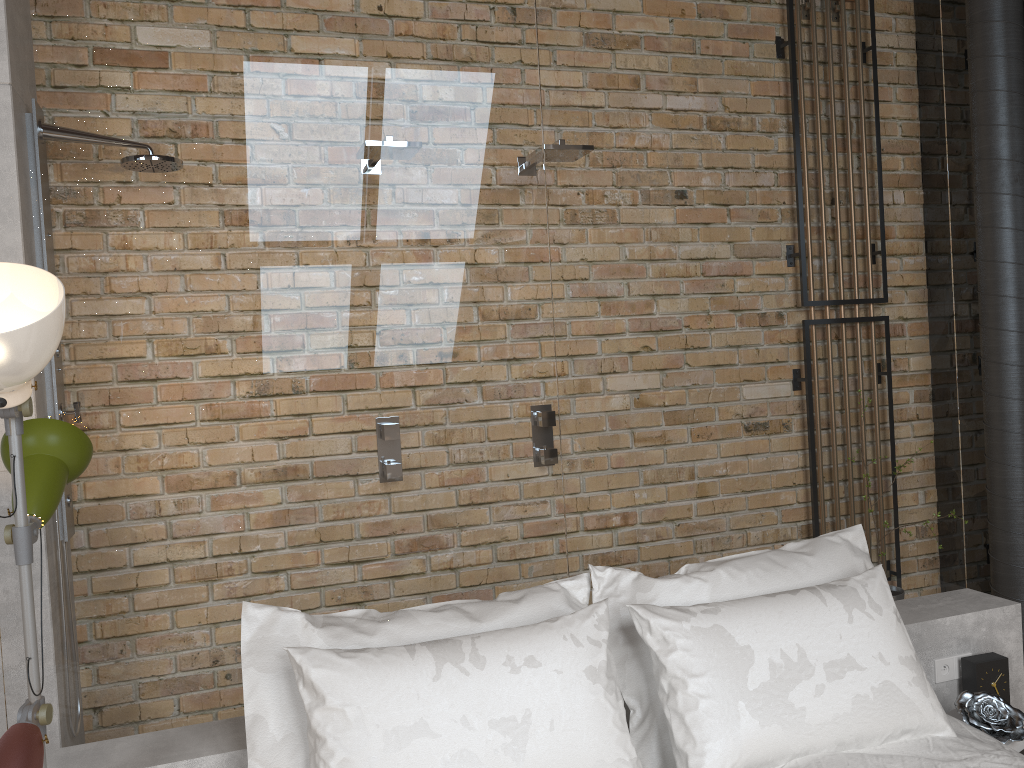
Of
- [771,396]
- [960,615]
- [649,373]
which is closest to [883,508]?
[960,615]

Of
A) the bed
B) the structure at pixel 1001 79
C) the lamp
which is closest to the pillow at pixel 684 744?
the bed

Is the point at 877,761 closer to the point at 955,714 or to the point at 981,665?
the point at 955,714

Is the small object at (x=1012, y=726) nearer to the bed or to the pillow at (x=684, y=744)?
the bed

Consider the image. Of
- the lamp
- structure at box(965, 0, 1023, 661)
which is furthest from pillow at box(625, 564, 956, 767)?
structure at box(965, 0, 1023, 661)

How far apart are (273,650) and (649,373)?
1.27m

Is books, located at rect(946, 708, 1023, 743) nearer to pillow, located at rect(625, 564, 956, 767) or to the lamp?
pillow, located at rect(625, 564, 956, 767)

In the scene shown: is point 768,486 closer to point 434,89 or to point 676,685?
point 676,685

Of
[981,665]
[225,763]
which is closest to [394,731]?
[225,763]

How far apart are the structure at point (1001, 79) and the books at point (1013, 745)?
1.3 meters
